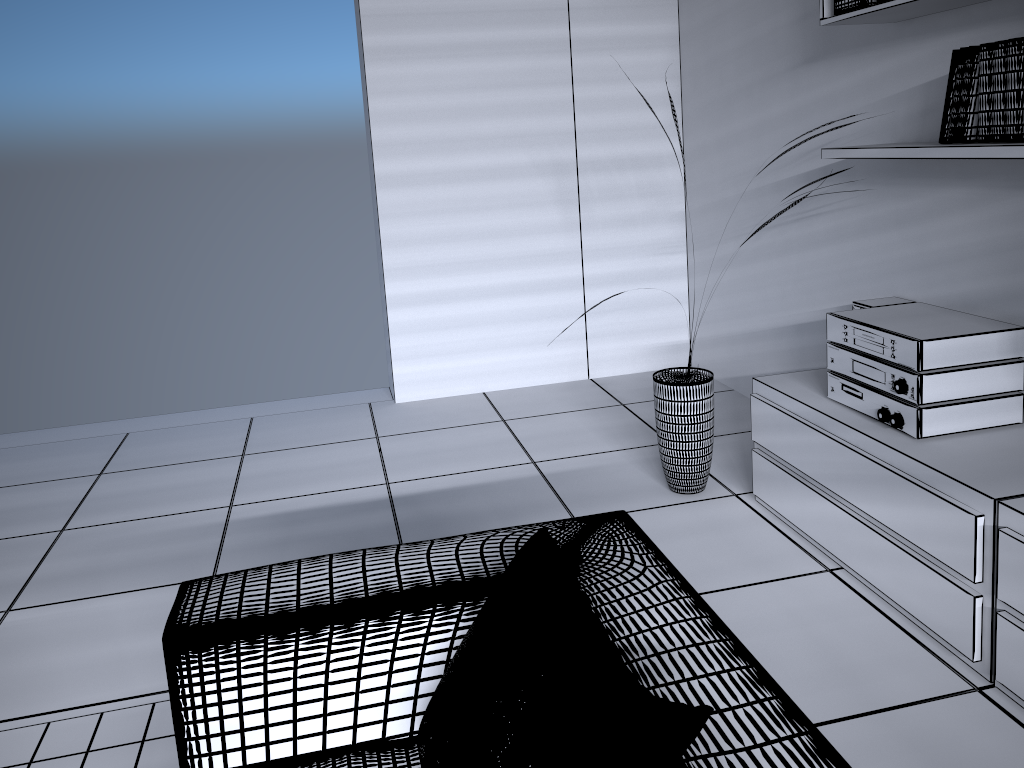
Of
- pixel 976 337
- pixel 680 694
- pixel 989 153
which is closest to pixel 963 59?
pixel 989 153

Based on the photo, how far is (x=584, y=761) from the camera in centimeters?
106cm

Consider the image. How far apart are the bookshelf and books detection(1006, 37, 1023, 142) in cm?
5

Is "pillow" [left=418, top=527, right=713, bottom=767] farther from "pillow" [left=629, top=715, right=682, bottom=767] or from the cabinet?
the cabinet

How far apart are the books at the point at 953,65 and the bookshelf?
0.02m

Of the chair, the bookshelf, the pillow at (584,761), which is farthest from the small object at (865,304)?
the pillow at (584,761)

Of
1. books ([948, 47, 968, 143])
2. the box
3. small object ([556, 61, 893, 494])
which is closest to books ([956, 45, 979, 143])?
books ([948, 47, 968, 143])

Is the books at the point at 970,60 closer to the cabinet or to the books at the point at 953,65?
the books at the point at 953,65

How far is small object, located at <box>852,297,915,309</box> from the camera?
3.0m

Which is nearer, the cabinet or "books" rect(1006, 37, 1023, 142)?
the cabinet
